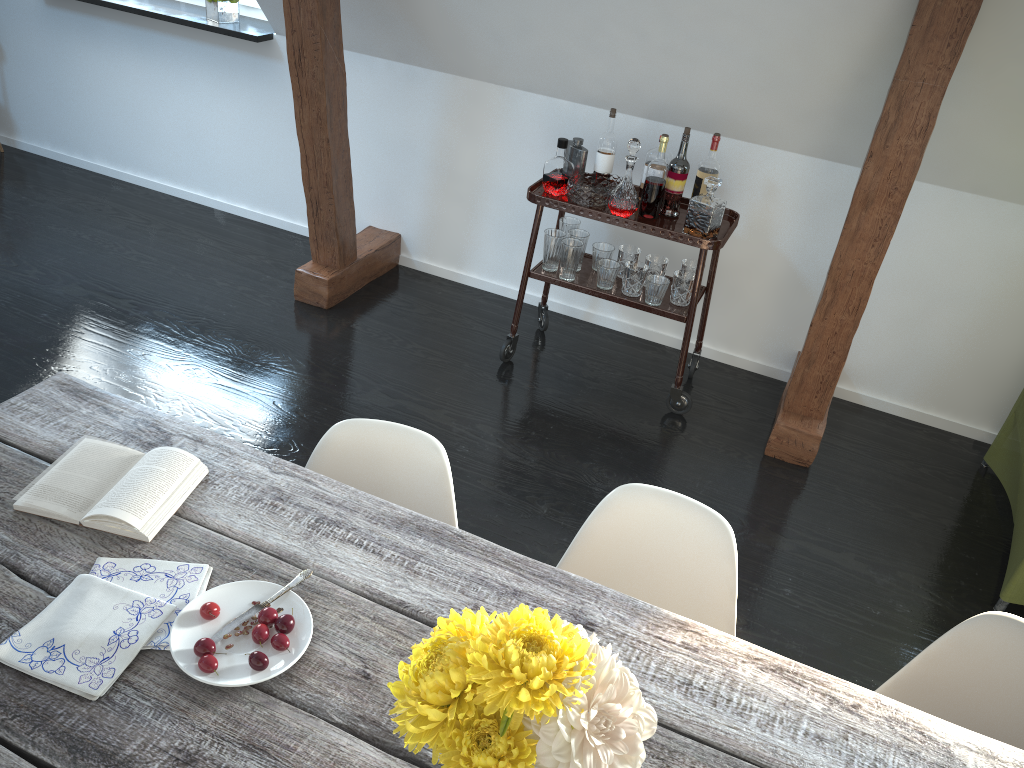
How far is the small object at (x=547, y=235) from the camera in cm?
345

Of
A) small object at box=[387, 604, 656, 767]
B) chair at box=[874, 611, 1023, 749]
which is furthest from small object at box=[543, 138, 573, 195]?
small object at box=[387, 604, 656, 767]

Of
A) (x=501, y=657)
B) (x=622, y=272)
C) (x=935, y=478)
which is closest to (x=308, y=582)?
(x=501, y=657)

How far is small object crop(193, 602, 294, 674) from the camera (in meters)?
1.25

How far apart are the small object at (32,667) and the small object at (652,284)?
2.3m

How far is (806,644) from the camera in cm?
253

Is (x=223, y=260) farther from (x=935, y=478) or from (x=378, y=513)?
(x=935, y=478)

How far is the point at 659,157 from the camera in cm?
319

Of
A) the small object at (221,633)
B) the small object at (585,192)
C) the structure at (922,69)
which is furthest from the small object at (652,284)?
the small object at (221,633)

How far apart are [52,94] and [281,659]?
4.6m
